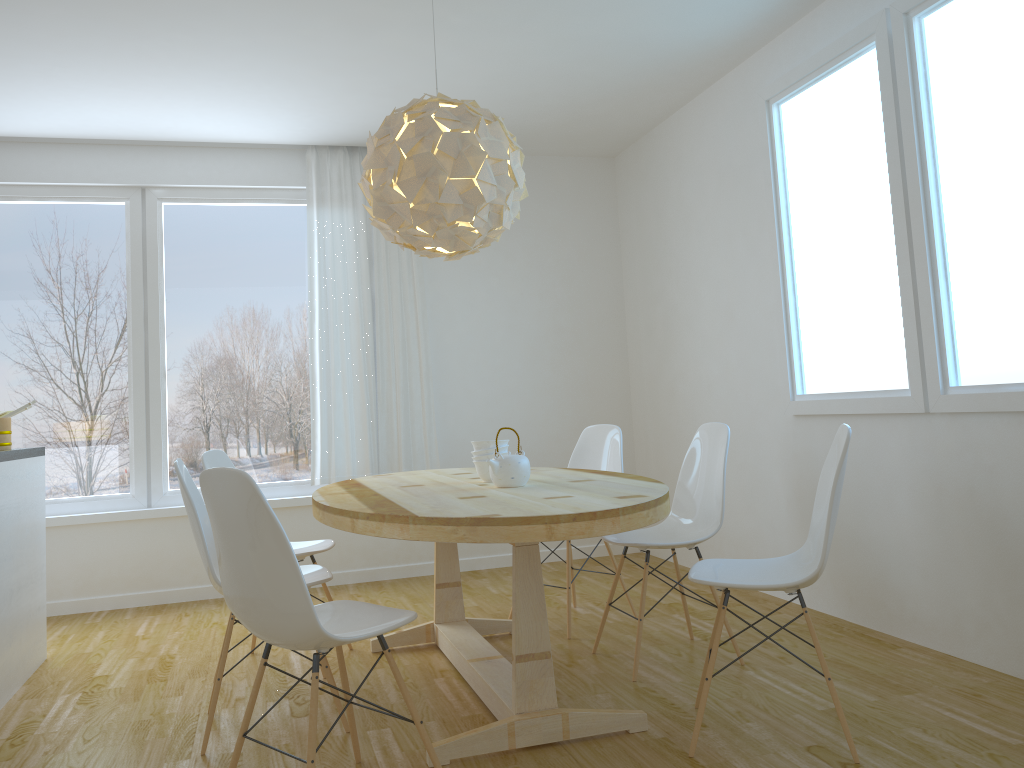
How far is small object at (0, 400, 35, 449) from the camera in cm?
379

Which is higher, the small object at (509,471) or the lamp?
the lamp

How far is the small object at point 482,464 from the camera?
3.41m

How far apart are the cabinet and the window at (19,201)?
1.1m

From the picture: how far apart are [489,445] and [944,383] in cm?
170

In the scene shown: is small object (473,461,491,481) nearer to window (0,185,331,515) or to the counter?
the counter

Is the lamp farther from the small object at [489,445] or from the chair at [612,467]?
the chair at [612,467]

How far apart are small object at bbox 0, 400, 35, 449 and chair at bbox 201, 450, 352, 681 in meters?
0.9

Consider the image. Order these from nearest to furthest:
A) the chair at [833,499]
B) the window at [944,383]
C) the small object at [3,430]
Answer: the chair at [833,499]
the window at [944,383]
the small object at [3,430]

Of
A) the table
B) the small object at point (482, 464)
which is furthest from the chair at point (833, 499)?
the small object at point (482, 464)
